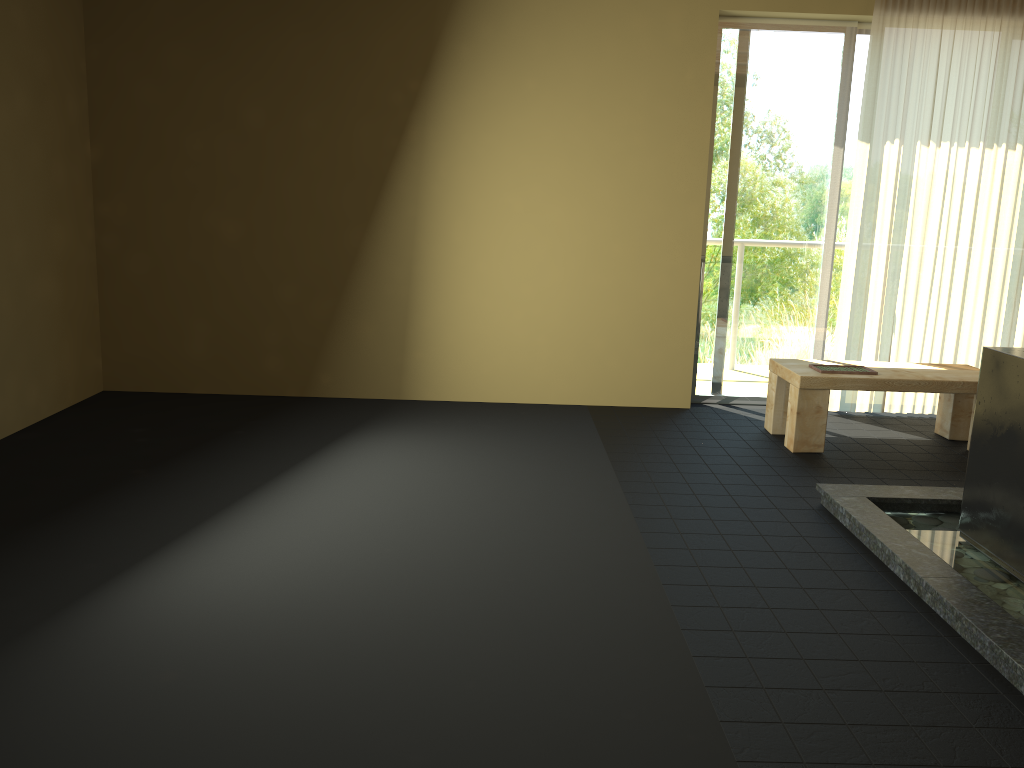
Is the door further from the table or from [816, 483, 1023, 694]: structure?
[816, 483, 1023, 694]: structure

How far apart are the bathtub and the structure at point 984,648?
0.0 meters

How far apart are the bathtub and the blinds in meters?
2.1

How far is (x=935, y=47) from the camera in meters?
5.0

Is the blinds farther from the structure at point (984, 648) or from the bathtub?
the bathtub

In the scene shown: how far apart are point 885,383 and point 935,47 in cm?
204

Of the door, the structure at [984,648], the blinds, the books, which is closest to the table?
the books

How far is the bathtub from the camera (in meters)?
3.00

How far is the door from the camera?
5.2m

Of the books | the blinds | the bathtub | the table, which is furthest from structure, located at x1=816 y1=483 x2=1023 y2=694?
the blinds
